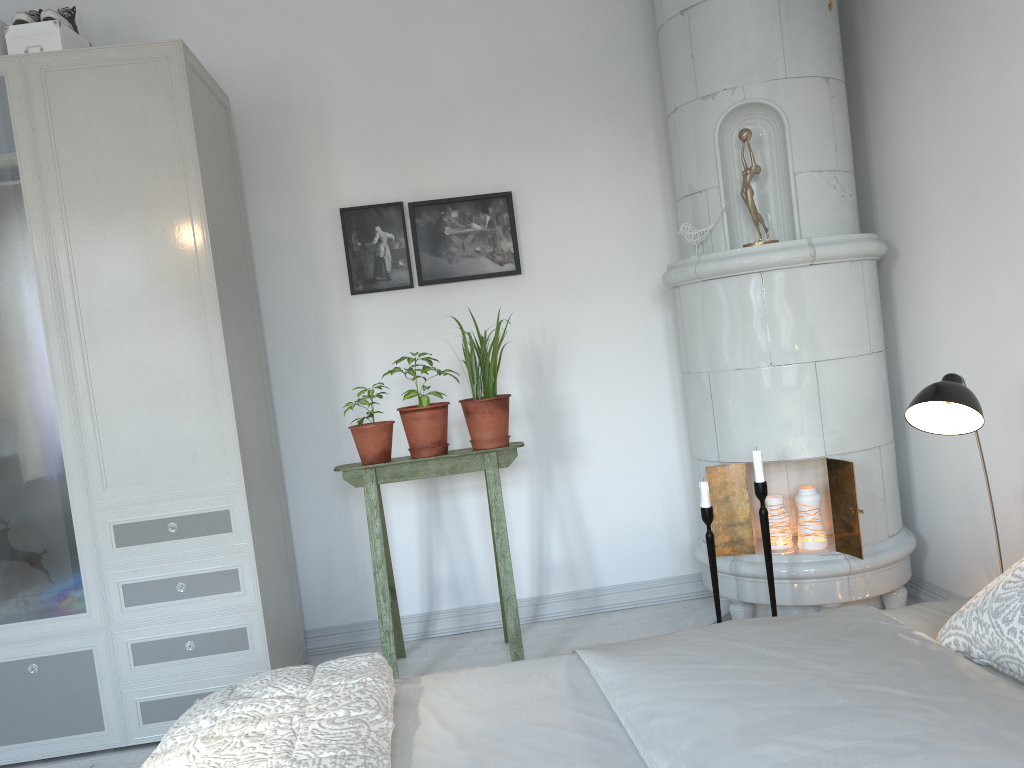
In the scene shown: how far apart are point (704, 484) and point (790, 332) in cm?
58

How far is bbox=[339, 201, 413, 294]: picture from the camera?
3.52m

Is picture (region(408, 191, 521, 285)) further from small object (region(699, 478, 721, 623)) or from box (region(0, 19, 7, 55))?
box (region(0, 19, 7, 55))

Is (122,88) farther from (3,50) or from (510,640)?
(510,640)

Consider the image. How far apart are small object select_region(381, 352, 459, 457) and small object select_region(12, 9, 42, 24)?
1.6 meters

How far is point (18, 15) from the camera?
2.9 meters

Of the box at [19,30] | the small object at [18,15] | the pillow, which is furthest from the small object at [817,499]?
the small object at [18,15]

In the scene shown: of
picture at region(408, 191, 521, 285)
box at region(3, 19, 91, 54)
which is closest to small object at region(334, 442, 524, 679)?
picture at region(408, 191, 521, 285)

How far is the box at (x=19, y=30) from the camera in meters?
2.9 m

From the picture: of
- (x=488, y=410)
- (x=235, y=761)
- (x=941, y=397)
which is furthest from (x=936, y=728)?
(x=488, y=410)
